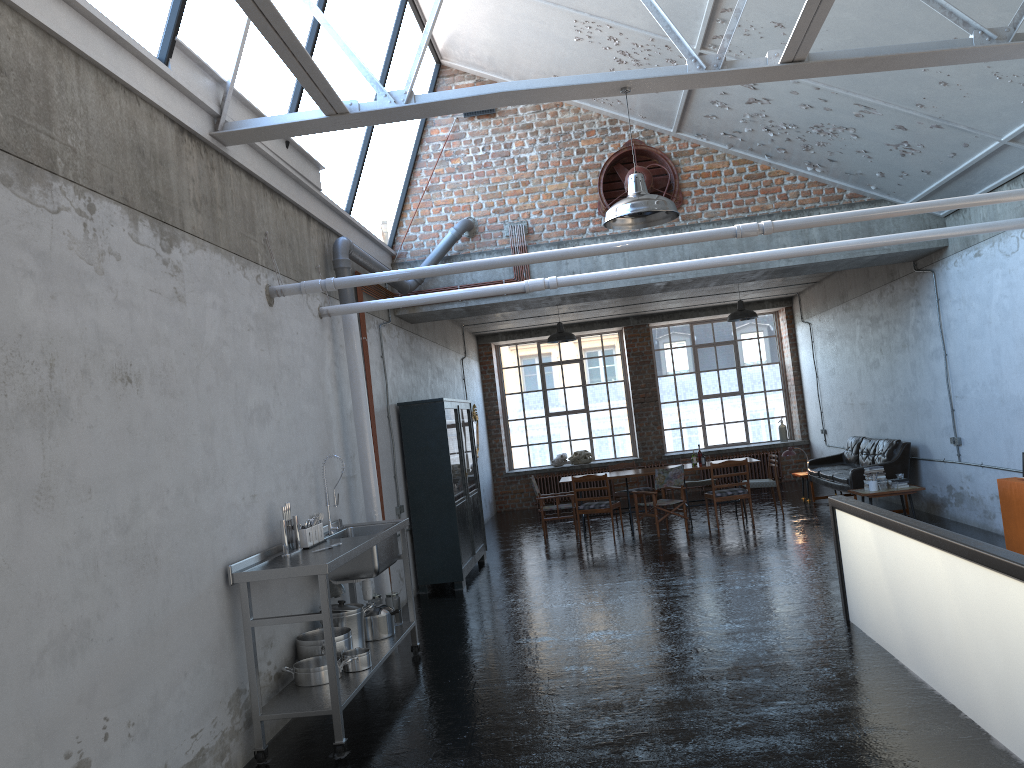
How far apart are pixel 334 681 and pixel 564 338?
9.5 meters

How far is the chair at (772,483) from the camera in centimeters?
1382cm

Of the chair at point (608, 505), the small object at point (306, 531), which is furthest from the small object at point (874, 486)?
the small object at point (306, 531)

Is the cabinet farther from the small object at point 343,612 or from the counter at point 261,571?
the small object at point 343,612

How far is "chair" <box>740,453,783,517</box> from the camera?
13.8m

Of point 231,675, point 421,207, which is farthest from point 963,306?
point 231,675

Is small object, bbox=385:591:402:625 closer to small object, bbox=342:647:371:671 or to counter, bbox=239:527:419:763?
counter, bbox=239:527:419:763

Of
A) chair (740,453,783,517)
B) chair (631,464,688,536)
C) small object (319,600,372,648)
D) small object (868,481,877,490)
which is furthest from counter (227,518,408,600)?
chair (740,453,783,517)

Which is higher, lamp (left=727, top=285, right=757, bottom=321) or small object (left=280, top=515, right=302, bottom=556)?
lamp (left=727, top=285, right=757, bottom=321)

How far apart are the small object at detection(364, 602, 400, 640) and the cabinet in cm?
329
